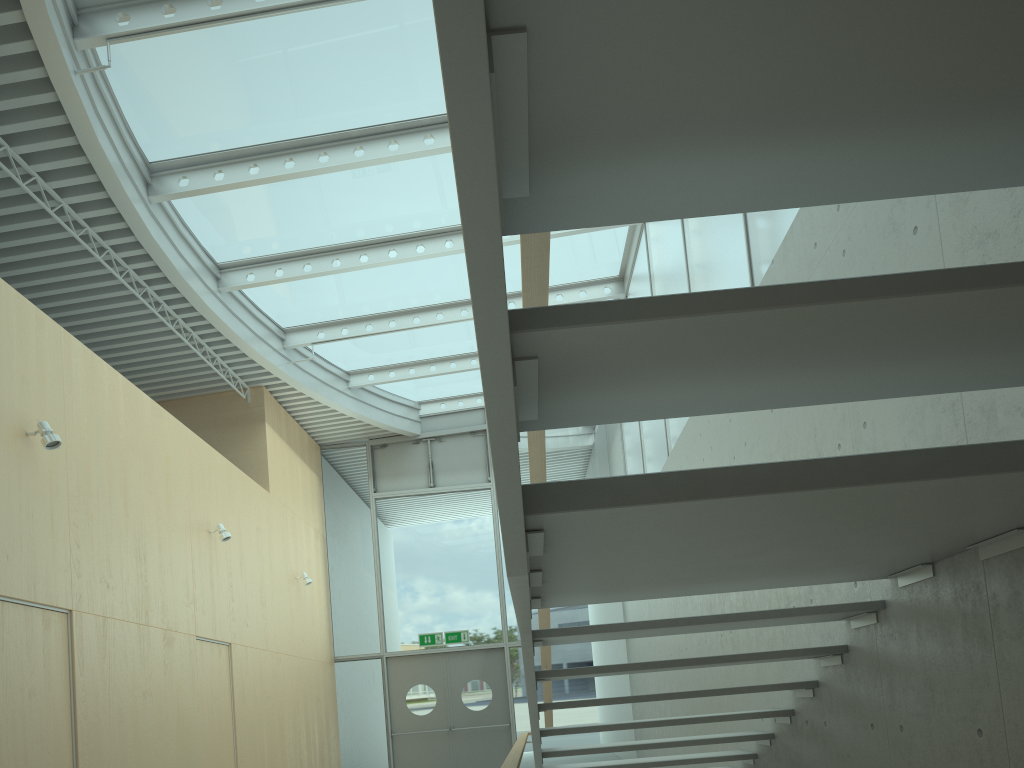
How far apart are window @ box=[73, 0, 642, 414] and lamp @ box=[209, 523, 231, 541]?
2.6 meters

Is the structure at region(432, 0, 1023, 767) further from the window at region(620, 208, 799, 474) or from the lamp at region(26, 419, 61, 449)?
the lamp at region(26, 419, 61, 449)

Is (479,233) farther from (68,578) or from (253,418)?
(253,418)

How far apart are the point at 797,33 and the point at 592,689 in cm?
1276

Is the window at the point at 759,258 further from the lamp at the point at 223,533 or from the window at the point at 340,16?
the lamp at the point at 223,533

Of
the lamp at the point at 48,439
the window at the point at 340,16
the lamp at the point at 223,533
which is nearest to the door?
the window at the point at 340,16

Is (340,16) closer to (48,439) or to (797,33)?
(48,439)

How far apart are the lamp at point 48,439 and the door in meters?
8.4

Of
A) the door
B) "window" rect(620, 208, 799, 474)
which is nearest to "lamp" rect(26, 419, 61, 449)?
"window" rect(620, 208, 799, 474)

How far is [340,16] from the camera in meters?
6.7 m
